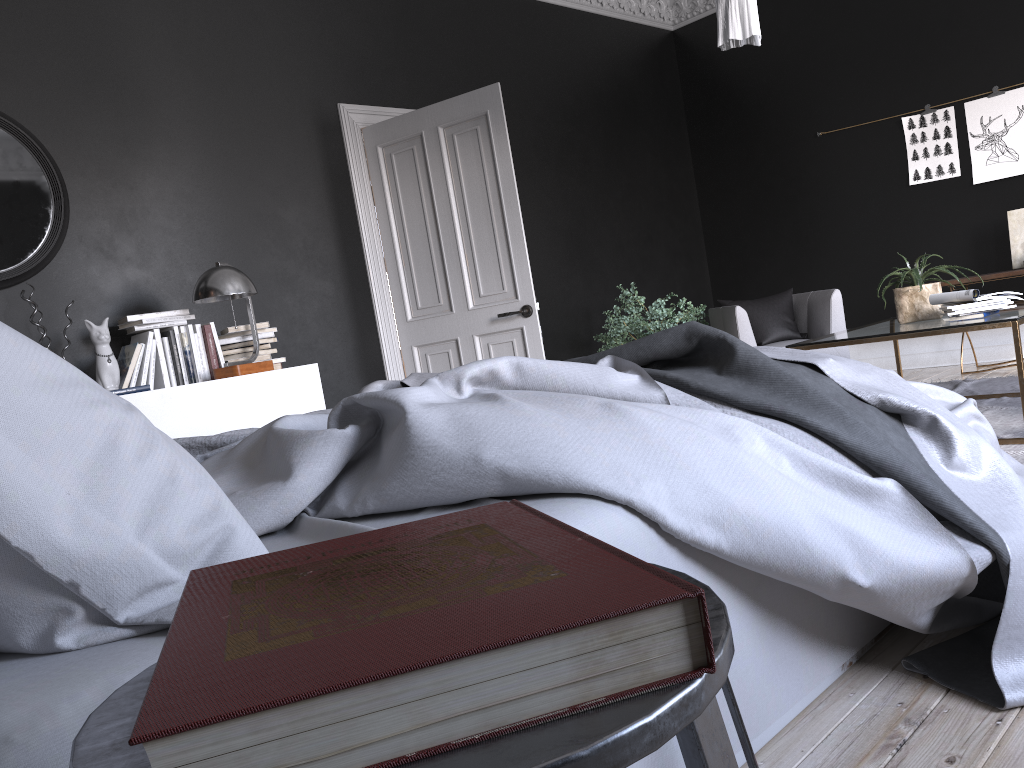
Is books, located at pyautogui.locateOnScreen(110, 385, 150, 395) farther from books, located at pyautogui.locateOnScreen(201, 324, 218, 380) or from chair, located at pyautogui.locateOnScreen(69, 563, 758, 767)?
chair, located at pyautogui.locateOnScreen(69, 563, 758, 767)

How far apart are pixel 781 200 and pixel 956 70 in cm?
176

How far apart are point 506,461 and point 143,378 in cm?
349

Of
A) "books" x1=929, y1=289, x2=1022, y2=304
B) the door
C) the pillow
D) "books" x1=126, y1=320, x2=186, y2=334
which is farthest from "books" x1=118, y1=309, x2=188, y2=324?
"books" x1=929, y1=289, x2=1022, y2=304

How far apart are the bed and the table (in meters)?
1.92

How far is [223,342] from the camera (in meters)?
4.81

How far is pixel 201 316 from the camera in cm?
503

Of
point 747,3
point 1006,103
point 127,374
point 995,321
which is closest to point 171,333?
point 127,374

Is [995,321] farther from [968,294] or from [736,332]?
[736,332]

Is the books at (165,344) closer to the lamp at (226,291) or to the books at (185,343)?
the books at (185,343)
